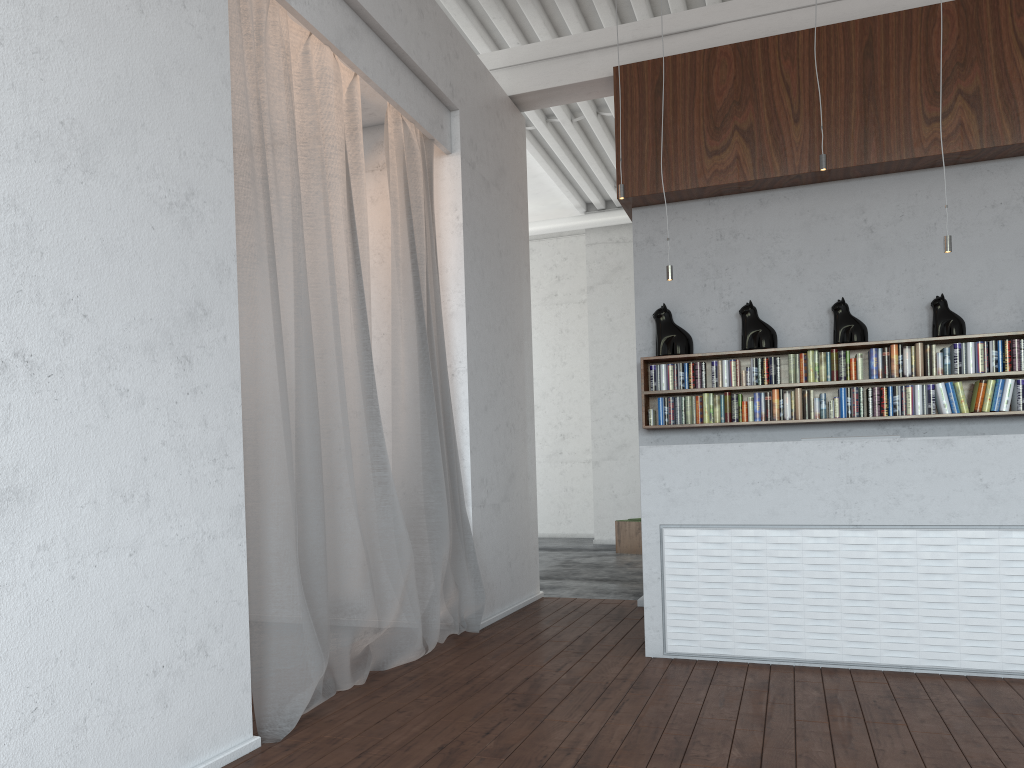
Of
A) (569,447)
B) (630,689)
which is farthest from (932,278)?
(569,447)

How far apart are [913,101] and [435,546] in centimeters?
428cm
